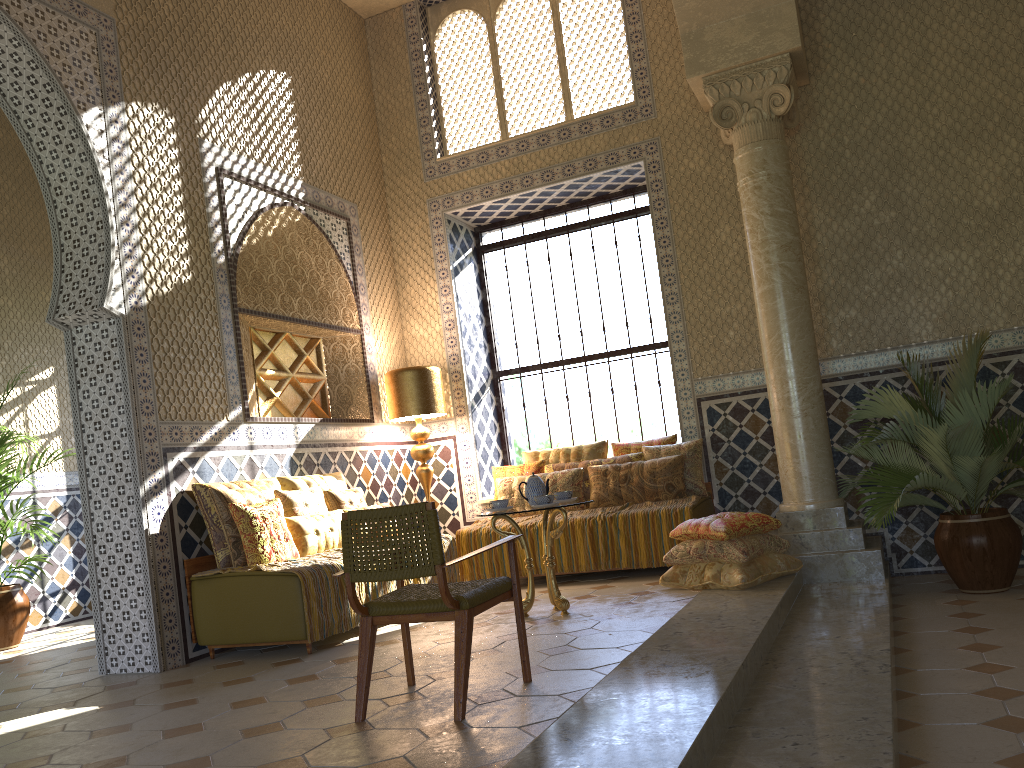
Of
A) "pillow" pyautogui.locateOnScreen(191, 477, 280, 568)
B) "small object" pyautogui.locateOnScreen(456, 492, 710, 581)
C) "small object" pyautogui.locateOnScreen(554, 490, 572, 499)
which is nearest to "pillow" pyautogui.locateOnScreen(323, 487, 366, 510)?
"pillow" pyautogui.locateOnScreen(191, 477, 280, 568)

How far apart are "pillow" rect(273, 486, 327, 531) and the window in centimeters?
404cm

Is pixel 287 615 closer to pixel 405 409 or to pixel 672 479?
pixel 405 409

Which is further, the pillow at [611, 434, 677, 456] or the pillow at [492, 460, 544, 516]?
the pillow at [492, 460, 544, 516]

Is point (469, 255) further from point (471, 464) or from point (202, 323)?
point (202, 323)

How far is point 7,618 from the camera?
10.3m

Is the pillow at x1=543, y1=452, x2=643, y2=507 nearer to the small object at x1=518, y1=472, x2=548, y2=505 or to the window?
the window

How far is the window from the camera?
12.2m

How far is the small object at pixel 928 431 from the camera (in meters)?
7.90

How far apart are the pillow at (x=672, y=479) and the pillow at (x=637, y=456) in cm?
15
